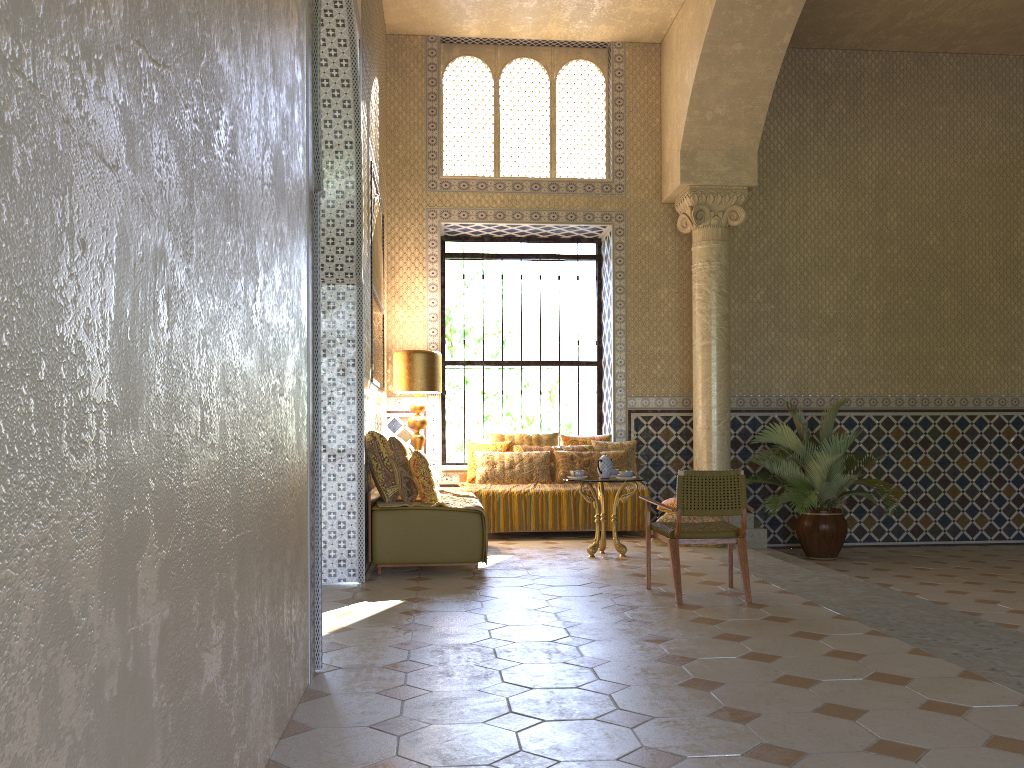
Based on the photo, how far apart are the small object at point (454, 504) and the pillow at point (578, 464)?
2.2m

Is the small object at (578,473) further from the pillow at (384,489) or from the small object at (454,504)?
the pillow at (384,489)

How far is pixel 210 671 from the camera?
3.1 meters

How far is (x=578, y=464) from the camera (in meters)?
13.59

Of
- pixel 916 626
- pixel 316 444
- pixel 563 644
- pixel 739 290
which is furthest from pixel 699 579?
pixel 739 290

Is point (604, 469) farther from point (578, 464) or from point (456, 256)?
point (456, 256)

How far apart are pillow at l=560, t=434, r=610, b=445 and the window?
1.6m

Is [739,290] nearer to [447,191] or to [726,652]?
[447,191]

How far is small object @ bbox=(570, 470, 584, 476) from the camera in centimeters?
1108cm

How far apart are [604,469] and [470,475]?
3.14m
